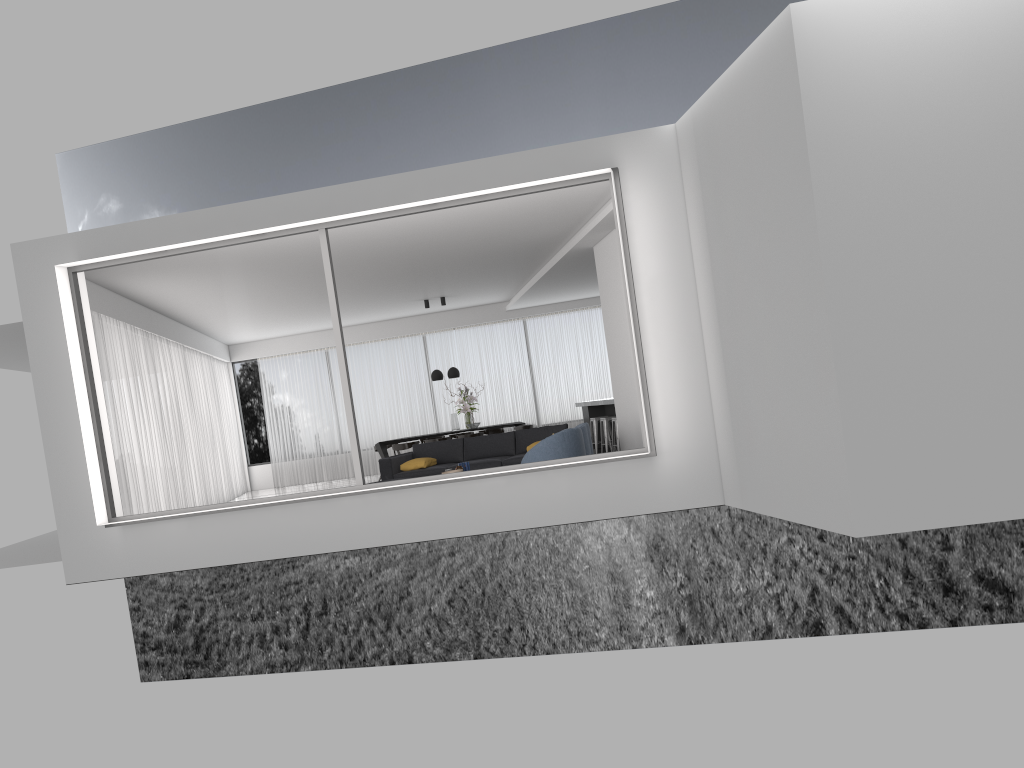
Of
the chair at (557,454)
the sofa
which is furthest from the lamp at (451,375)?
the chair at (557,454)

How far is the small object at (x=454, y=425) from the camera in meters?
16.2 m

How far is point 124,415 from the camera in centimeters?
1132cm

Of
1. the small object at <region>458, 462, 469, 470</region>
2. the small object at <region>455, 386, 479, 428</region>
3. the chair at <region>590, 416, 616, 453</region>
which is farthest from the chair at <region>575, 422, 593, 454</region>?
the small object at <region>455, 386, 479, 428</region>

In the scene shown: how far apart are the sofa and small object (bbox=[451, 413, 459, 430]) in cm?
334

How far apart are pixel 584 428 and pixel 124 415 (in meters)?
5.88

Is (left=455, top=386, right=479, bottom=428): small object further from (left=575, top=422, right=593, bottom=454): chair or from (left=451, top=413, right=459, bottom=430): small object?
(left=575, top=422, right=593, bottom=454): chair

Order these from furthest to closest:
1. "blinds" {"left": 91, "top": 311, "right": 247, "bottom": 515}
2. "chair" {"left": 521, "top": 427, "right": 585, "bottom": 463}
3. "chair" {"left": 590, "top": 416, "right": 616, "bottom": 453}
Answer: "chair" {"left": 590, "top": 416, "right": 616, "bottom": 453} → "blinds" {"left": 91, "top": 311, "right": 247, "bottom": 515} → "chair" {"left": 521, "top": 427, "right": 585, "bottom": 463}

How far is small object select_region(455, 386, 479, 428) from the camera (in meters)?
16.16

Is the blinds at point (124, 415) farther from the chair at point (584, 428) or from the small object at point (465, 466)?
the chair at point (584, 428)
